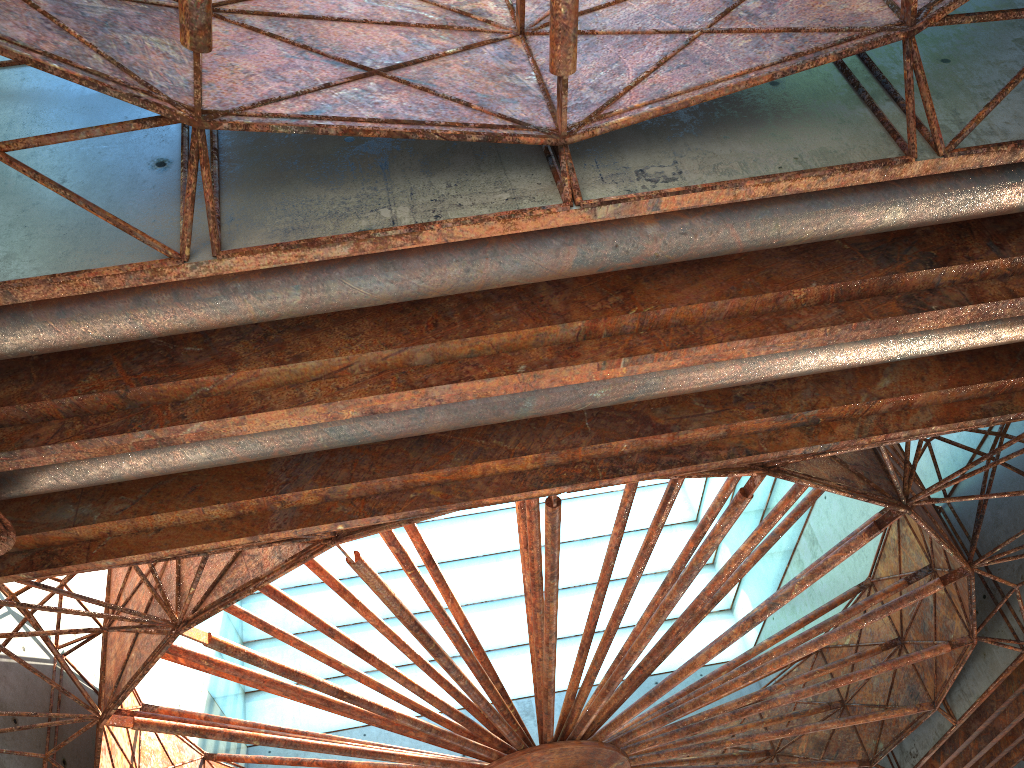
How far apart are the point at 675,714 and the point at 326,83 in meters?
17.0
